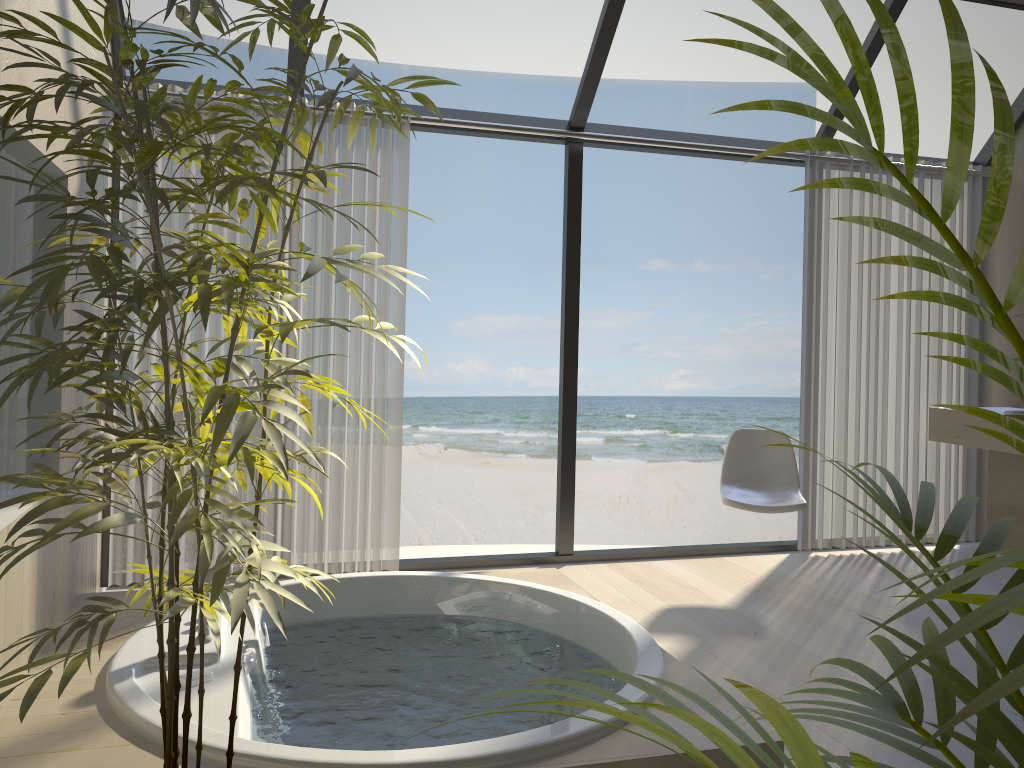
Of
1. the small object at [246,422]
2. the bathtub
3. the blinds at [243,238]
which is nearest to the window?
the blinds at [243,238]

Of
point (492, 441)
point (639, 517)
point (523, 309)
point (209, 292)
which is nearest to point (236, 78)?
point (523, 309)

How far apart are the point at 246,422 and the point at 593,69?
3.3 meters

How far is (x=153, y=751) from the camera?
2.0 meters

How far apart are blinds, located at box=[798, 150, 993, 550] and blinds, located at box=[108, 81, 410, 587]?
2.1m

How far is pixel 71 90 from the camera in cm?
277

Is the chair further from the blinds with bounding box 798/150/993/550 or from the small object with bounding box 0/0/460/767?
the small object with bounding box 0/0/460/767

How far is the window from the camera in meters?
4.0

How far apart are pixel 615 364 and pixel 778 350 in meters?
2.7

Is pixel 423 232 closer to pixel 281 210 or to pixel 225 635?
pixel 281 210
